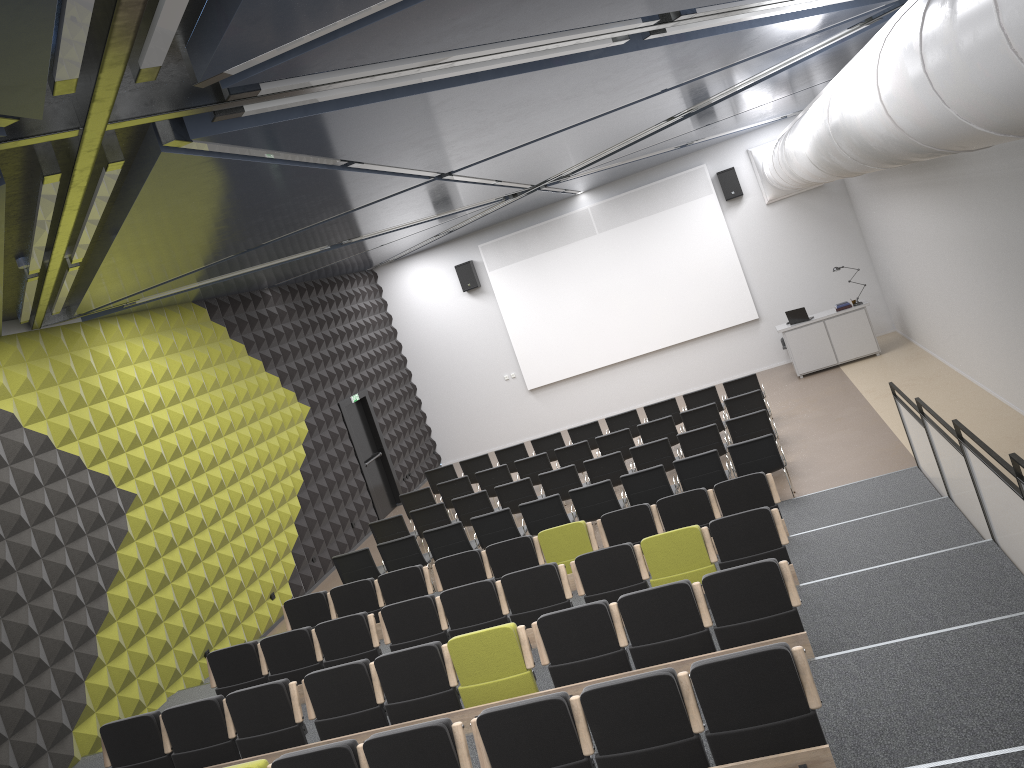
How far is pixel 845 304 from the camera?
16.42m

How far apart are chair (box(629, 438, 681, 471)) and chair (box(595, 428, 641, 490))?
1.3m

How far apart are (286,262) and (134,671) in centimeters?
556cm

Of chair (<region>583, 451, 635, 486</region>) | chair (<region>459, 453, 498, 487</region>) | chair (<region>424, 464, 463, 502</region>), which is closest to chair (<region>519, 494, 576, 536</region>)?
chair (<region>583, 451, 635, 486</region>)

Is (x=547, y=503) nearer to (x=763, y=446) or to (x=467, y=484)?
(x=763, y=446)

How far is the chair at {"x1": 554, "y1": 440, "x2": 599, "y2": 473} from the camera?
13.7 meters

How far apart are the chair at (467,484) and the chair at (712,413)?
3.6 meters

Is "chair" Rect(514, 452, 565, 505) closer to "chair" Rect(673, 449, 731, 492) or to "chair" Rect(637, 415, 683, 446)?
"chair" Rect(637, 415, 683, 446)

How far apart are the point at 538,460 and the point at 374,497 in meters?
4.6 m

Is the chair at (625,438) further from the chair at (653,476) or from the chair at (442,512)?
the chair at (442,512)
